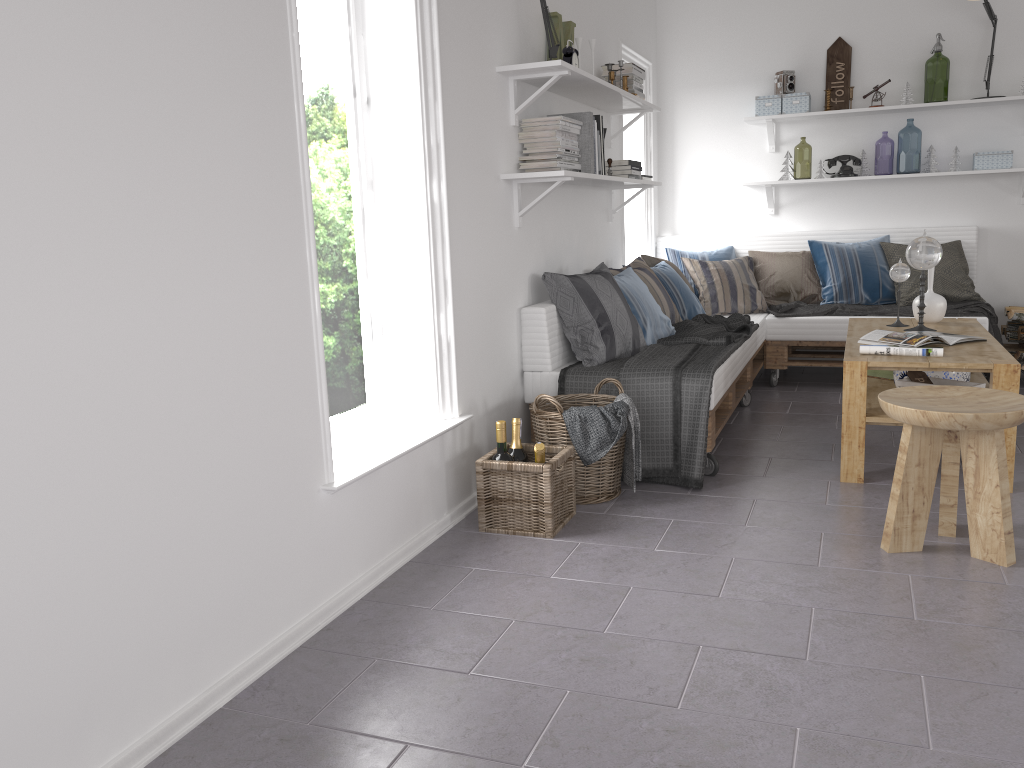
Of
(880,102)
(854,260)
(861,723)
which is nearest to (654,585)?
(861,723)

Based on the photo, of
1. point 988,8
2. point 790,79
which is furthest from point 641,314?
point 988,8

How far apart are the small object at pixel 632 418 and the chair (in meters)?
0.90

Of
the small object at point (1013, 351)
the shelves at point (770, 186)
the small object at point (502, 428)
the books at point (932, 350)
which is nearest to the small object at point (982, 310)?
the small object at point (1013, 351)

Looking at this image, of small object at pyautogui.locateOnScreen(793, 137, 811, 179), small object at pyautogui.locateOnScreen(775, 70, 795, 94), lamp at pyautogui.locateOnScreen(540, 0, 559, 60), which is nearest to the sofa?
small object at pyautogui.locateOnScreen(775, 70, 795, 94)

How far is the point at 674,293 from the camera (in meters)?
5.03

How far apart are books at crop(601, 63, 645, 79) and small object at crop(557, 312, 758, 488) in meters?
1.3

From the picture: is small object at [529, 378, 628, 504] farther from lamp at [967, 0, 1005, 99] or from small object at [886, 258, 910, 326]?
lamp at [967, 0, 1005, 99]

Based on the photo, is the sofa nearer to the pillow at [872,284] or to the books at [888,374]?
the pillow at [872,284]

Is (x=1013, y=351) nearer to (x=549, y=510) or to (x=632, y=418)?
(x=632, y=418)
